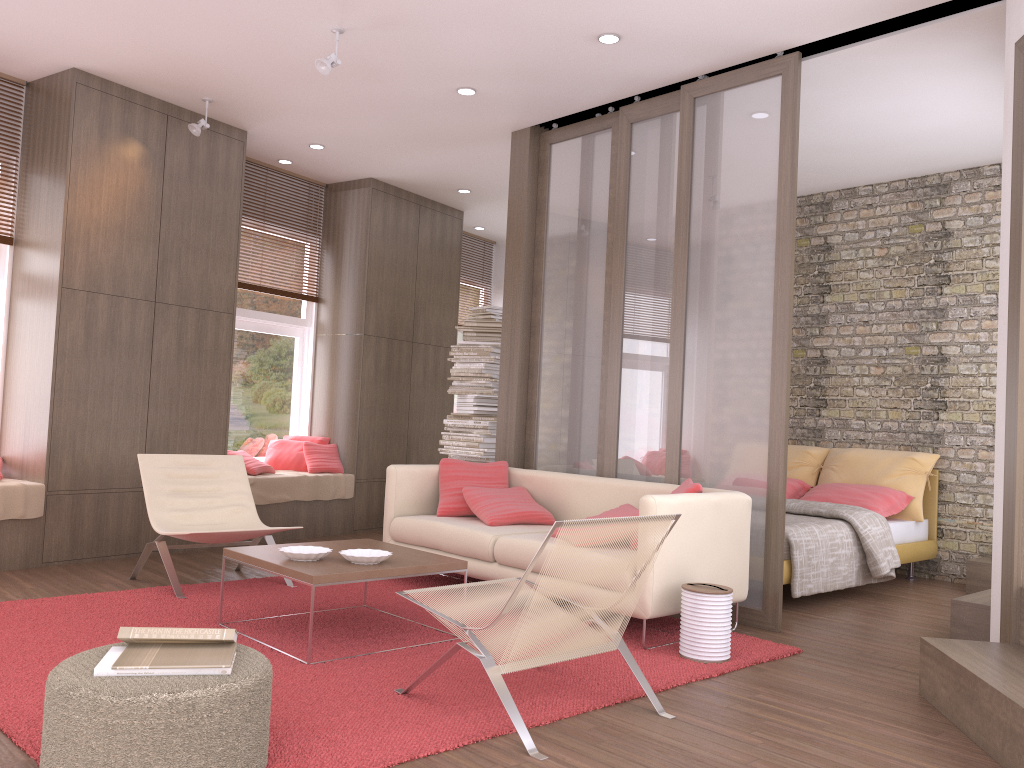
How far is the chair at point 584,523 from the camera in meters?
3.0 m

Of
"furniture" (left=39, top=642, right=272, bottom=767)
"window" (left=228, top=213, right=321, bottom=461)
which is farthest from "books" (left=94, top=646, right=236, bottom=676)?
"window" (left=228, top=213, right=321, bottom=461)

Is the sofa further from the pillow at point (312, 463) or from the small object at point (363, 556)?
the pillow at point (312, 463)

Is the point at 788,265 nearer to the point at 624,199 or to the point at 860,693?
the point at 624,199

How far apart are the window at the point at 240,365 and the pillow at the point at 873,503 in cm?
449

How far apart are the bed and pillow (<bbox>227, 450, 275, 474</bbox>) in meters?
4.1 m

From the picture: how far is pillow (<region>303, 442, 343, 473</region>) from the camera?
7.81m

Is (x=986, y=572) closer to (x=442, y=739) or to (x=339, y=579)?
(x=339, y=579)

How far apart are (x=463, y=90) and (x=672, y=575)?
3.43m

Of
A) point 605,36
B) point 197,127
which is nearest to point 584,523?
point 605,36
